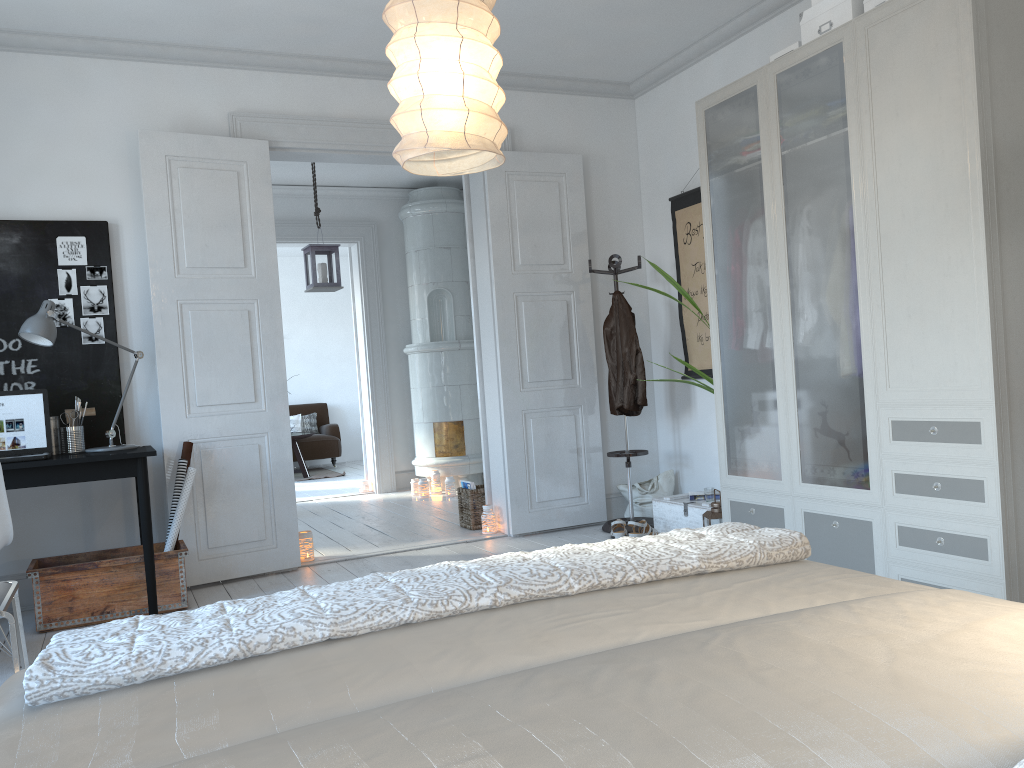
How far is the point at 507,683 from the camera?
1.03m

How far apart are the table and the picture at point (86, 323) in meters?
5.6 m

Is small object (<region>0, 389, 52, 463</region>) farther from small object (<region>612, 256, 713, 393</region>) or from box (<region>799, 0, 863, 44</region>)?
box (<region>799, 0, 863, 44</region>)

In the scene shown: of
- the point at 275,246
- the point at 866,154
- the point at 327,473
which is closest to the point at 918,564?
the point at 866,154

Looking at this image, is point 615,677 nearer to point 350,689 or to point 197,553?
point 350,689

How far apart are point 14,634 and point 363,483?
5.9m

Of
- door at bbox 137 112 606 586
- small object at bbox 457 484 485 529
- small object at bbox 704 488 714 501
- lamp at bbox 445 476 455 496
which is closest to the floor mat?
lamp at bbox 445 476 455 496

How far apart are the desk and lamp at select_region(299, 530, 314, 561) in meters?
1.1

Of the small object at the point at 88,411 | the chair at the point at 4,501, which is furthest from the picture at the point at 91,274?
the chair at the point at 4,501

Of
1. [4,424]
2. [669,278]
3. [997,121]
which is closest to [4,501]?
[4,424]
